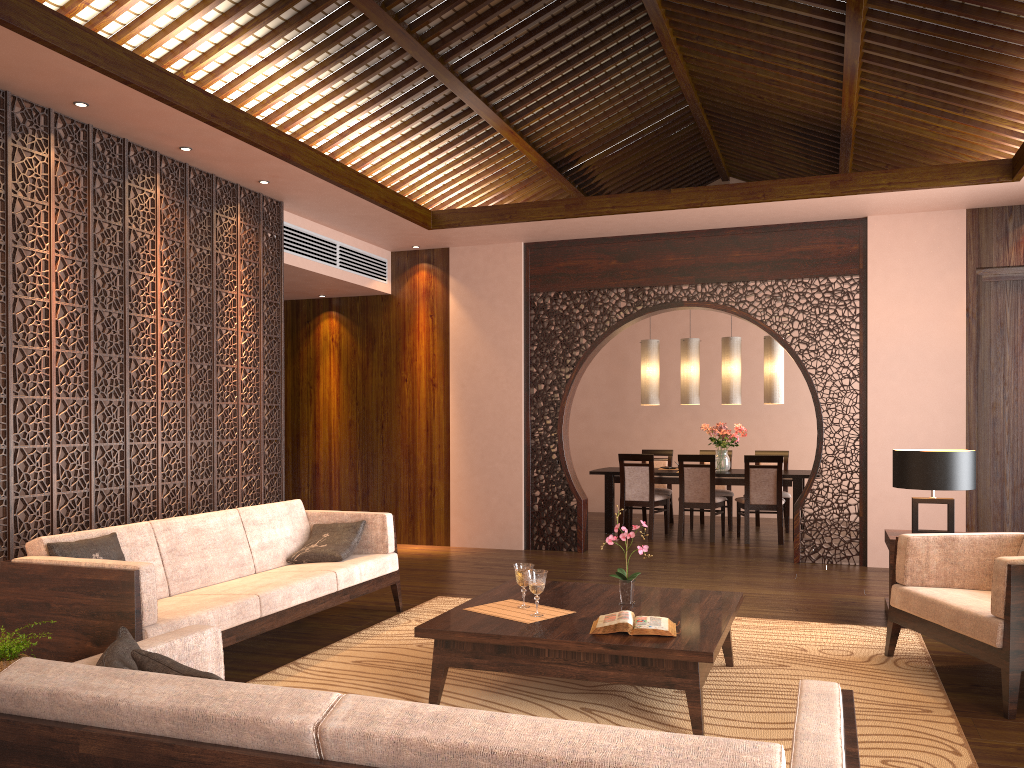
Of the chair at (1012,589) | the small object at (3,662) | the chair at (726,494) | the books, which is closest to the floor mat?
the chair at (1012,589)

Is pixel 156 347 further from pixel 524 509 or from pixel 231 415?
pixel 524 509

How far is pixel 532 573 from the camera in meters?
3.7

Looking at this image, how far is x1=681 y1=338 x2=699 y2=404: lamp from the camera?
9.31m

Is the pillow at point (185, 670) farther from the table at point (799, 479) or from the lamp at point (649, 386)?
the lamp at point (649, 386)

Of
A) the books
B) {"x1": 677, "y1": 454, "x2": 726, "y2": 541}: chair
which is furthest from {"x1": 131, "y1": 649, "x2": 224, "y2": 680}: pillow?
{"x1": 677, "y1": 454, "x2": 726, "y2": 541}: chair

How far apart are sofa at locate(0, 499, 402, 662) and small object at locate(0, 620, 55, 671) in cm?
16

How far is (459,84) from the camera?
6.43m

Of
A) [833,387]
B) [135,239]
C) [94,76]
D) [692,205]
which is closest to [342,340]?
[135,239]

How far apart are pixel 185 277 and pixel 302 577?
2.2m
